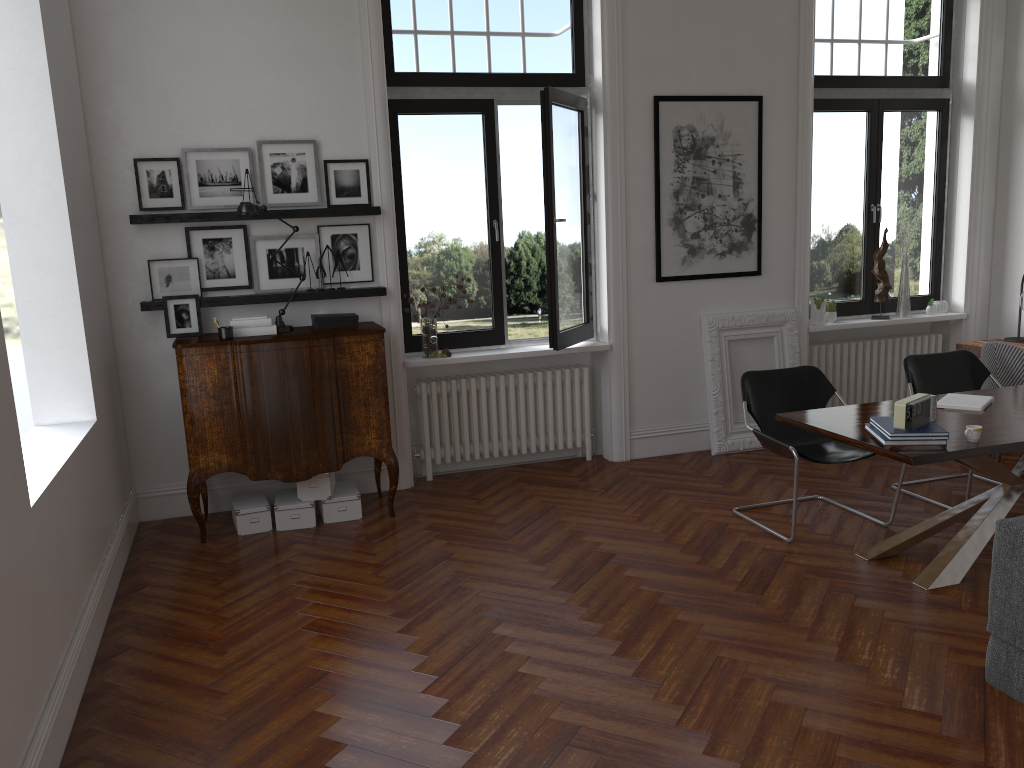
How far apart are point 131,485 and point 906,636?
4.6 meters

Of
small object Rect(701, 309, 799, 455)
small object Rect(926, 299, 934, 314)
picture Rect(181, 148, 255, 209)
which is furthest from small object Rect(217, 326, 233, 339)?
small object Rect(926, 299, 934, 314)

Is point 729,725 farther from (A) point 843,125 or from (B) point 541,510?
(A) point 843,125

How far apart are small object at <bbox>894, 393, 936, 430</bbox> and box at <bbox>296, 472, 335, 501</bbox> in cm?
328

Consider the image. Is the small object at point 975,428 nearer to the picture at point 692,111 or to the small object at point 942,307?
the picture at point 692,111

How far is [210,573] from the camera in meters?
4.8 m

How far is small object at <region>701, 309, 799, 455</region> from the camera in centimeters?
675cm

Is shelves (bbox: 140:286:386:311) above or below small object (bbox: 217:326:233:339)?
above

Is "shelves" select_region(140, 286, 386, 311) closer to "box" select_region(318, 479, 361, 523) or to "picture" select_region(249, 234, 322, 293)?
"picture" select_region(249, 234, 322, 293)

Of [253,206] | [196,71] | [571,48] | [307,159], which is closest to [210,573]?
[253,206]
